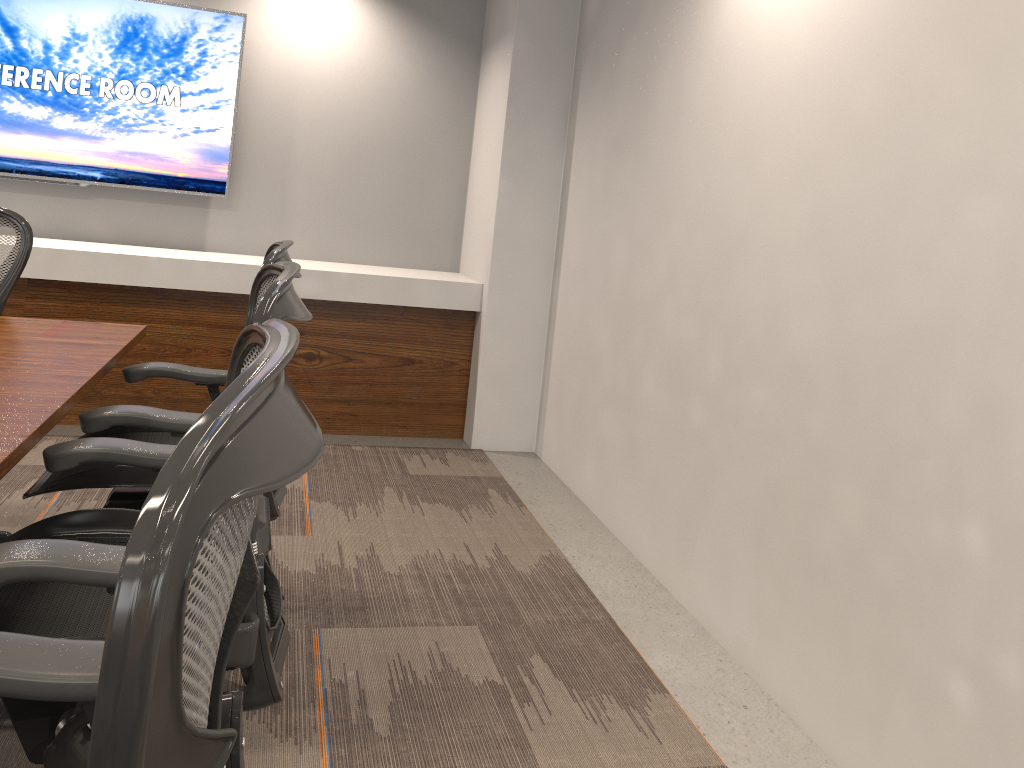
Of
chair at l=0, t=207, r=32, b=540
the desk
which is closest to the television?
chair at l=0, t=207, r=32, b=540

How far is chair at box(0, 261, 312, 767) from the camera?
1.2m

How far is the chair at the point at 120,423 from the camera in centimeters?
198cm

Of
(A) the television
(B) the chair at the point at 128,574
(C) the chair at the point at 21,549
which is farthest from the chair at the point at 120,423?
(A) the television

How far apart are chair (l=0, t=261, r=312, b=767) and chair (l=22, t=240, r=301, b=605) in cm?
22

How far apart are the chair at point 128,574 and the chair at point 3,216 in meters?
2.0 m

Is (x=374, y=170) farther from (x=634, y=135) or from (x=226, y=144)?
(x=634, y=135)

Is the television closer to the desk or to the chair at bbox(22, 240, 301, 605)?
the desk

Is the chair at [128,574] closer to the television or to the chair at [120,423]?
the chair at [120,423]

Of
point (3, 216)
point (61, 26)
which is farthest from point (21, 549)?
point (61, 26)
